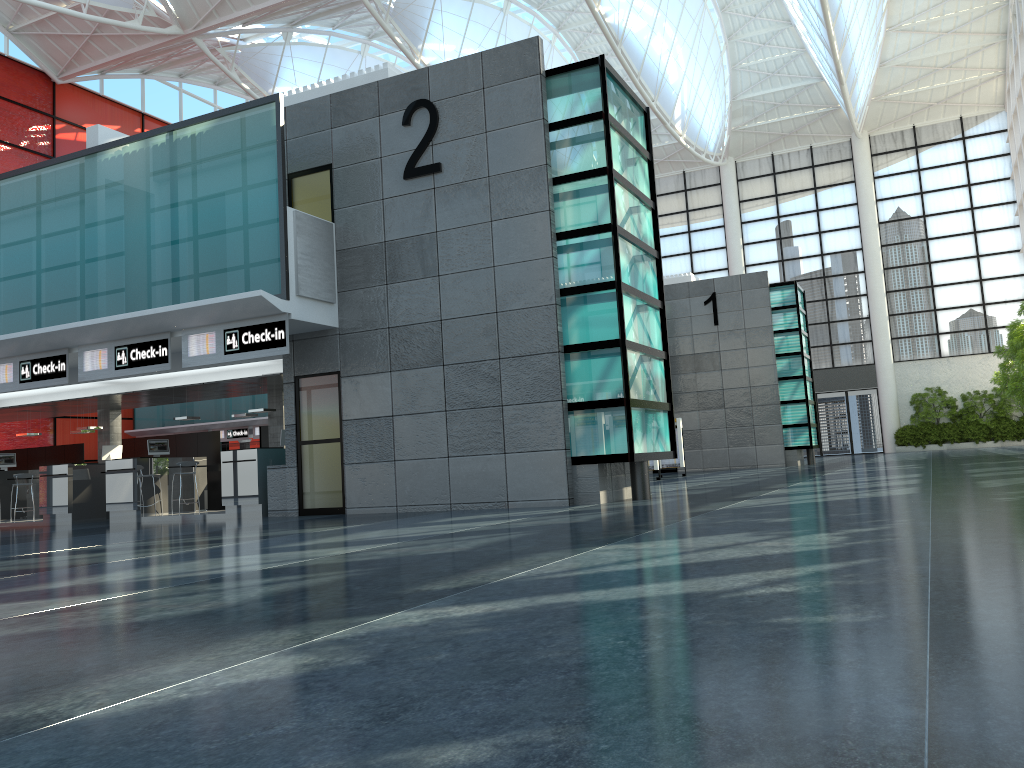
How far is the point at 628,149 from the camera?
21.1 meters

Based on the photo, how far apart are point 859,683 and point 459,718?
1.59m
